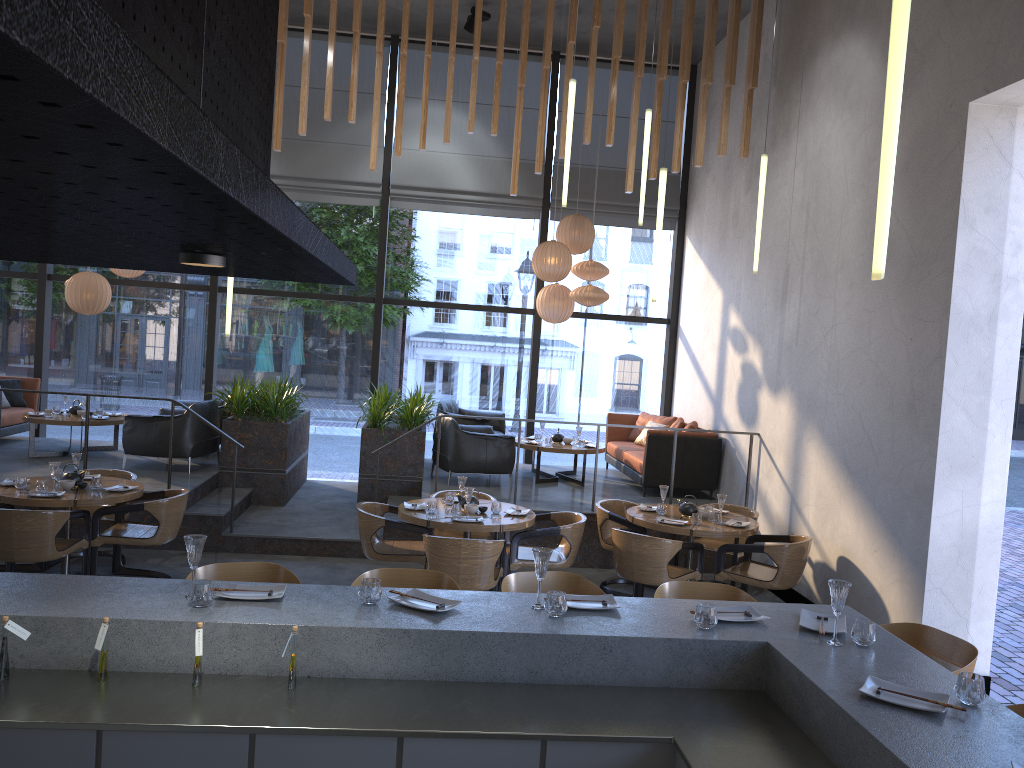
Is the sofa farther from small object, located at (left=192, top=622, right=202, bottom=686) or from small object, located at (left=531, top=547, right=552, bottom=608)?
small object, located at (left=531, top=547, right=552, bottom=608)

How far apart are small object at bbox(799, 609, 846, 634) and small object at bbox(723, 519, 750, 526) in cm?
370

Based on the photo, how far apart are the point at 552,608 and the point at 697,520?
4.0 meters

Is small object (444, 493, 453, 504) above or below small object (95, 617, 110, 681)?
below

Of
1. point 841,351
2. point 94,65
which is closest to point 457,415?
point 841,351

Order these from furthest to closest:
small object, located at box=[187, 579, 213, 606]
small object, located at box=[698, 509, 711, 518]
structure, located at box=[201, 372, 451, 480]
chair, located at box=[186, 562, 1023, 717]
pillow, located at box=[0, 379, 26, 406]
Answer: pillow, located at box=[0, 379, 26, 406]
structure, located at box=[201, 372, 451, 480]
small object, located at box=[698, 509, 711, 518]
chair, located at box=[186, 562, 1023, 717]
small object, located at box=[187, 579, 213, 606]

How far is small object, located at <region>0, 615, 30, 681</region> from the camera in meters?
2.8 m

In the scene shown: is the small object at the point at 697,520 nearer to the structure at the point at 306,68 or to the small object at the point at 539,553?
the structure at the point at 306,68

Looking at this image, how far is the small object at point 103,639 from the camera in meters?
2.9 m

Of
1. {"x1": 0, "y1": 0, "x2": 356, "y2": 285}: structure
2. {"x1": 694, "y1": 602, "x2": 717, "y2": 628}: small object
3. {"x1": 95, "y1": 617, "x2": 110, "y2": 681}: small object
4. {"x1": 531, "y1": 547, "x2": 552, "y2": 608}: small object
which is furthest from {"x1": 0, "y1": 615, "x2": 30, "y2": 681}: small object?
{"x1": 694, "y1": 602, "x2": 717, "y2": 628}: small object
